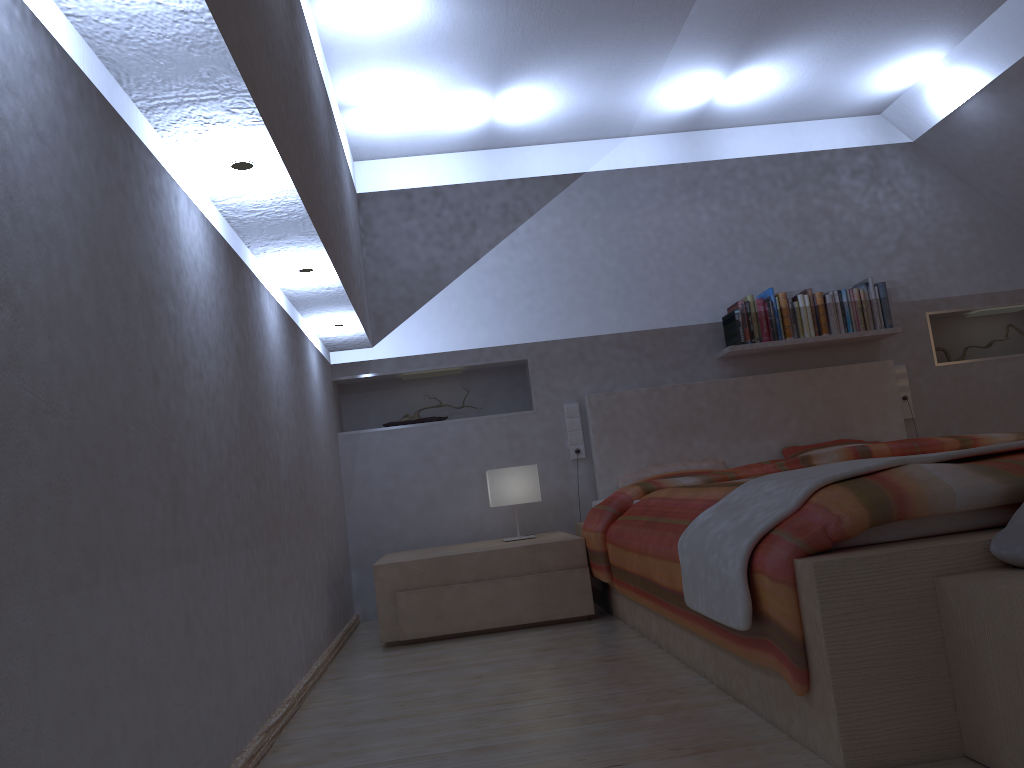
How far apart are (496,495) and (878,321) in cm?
222

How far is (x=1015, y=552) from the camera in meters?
1.5

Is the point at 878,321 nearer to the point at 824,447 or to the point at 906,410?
the point at 906,410

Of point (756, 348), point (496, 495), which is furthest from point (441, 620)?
point (756, 348)

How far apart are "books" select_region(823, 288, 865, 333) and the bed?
0.2 meters

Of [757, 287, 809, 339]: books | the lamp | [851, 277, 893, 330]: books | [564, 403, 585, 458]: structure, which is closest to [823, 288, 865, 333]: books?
[851, 277, 893, 330]: books

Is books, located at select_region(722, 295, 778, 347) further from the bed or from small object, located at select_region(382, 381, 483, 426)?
small object, located at select_region(382, 381, 483, 426)

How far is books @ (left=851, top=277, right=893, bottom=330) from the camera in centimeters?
460cm

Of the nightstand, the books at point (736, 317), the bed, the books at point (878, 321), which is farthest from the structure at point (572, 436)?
the books at point (878, 321)

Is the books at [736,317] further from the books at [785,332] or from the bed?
the bed
